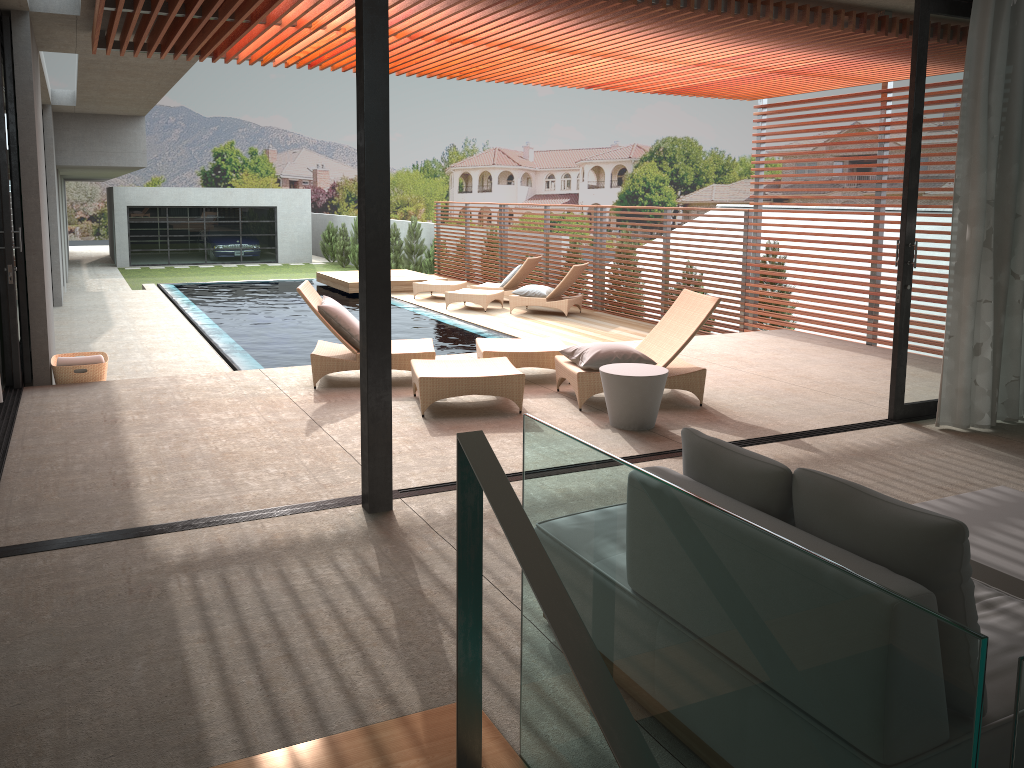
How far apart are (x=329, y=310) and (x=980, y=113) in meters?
4.9

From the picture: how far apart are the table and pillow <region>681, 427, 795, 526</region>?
3.2 meters

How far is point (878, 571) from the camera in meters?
2.0

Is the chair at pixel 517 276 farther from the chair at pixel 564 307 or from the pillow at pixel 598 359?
the pillow at pixel 598 359

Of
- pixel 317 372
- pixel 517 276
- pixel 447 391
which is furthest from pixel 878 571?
pixel 517 276

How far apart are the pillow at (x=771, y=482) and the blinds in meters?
4.1

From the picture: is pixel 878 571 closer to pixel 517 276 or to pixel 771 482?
pixel 771 482

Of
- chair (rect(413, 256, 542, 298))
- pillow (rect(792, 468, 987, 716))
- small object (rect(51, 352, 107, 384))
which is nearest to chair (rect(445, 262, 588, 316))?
chair (rect(413, 256, 542, 298))

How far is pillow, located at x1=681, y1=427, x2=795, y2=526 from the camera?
2.3m

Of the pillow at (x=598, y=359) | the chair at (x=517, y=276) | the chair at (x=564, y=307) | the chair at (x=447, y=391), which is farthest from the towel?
the chair at (x=517, y=276)
